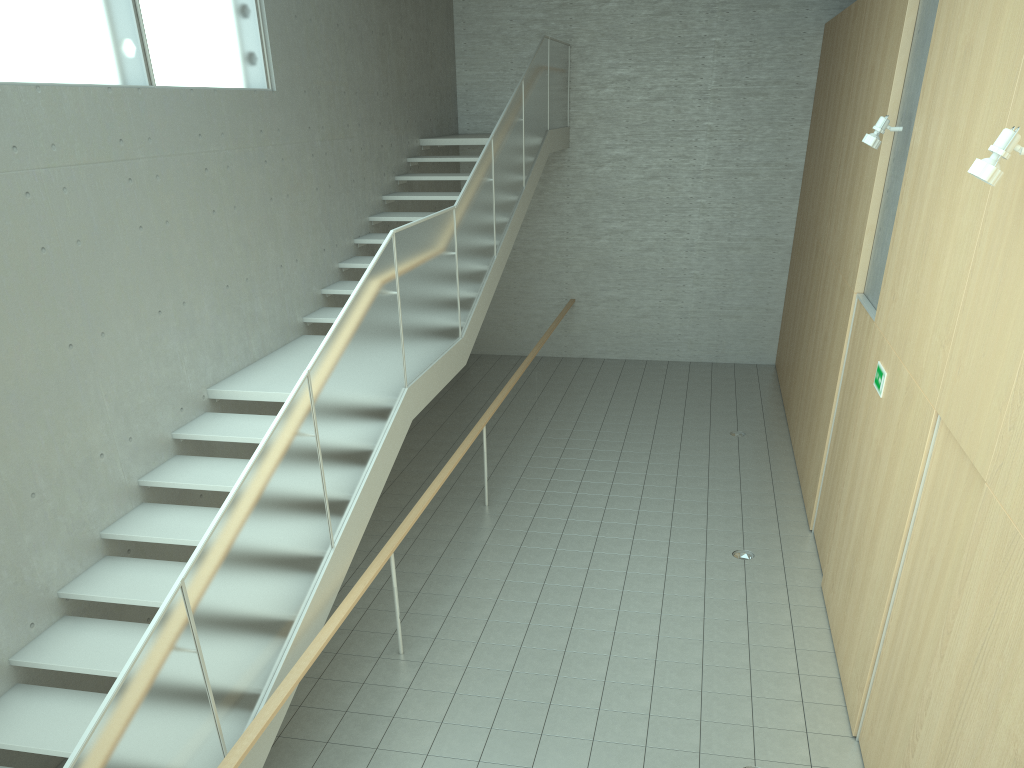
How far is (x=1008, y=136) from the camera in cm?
340

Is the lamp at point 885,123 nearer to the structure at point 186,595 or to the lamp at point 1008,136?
the lamp at point 1008,136

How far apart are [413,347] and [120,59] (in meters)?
2.73

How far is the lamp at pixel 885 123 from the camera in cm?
611

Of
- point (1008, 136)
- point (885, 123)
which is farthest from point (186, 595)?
point (885, 123)

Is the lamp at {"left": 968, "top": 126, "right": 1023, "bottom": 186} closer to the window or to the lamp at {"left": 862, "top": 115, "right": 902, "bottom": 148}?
the lamp at {"left": 862, "top": 115, "right": 902, "bottom": 148}

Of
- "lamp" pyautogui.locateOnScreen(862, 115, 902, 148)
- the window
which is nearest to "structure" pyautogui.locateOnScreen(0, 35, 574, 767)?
the window

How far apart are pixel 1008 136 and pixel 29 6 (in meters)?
5.17

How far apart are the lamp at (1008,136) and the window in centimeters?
495cm

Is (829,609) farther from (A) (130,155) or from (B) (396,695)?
(A) (130,155)
